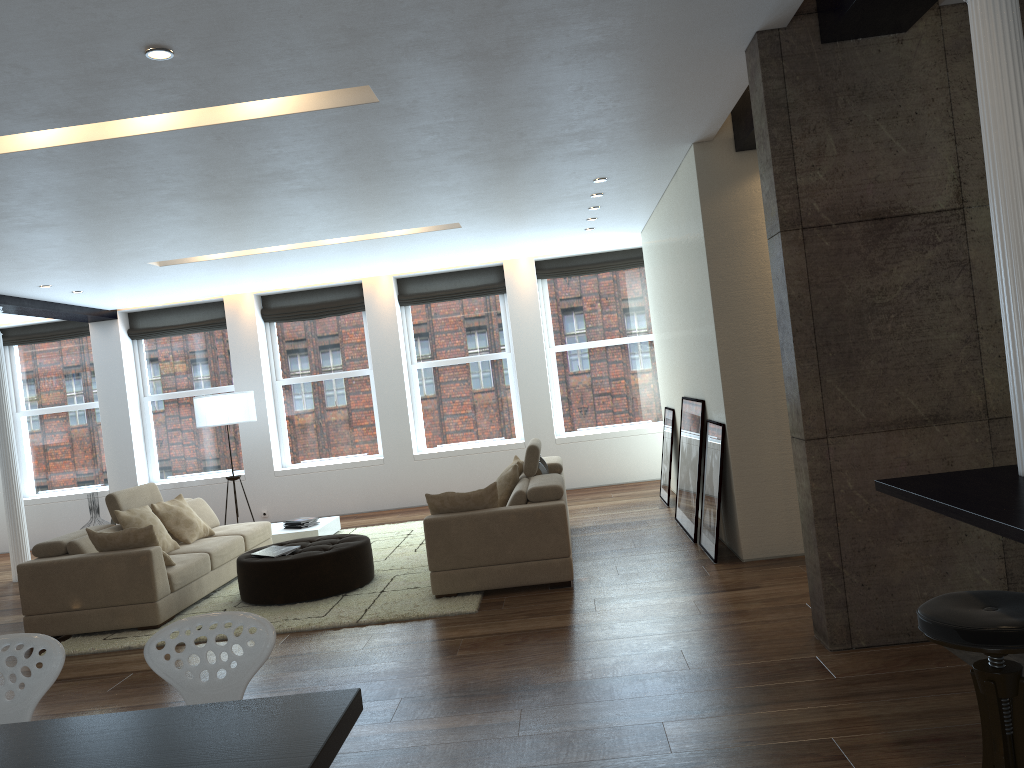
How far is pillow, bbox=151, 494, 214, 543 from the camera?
7.75m

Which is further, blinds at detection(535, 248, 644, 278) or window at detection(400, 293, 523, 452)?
window at detection(400, 293, 523, 452)

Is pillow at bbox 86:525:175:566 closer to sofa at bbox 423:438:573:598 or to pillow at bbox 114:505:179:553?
pillow at bbox 114:505:179:553

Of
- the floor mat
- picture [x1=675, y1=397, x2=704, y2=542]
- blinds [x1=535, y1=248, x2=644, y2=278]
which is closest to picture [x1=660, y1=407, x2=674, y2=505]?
picture [x1=675, y1=397, x2=704, y2=542]

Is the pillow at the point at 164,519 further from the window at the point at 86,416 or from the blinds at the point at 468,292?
the window at the point at 86,416

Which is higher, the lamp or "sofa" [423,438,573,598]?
Answer: the lamp

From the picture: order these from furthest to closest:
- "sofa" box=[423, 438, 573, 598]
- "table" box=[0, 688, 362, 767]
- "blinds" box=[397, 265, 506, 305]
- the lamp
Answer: "blinds" box=[397, 265, 506, 305] < the lamp < "sofa" box=[423, 438, 573, 598] < "table" box=[0, 688, 362, 767]

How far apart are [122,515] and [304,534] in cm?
230

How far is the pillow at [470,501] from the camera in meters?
6.3 m

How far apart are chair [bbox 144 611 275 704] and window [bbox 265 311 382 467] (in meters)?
8.94
